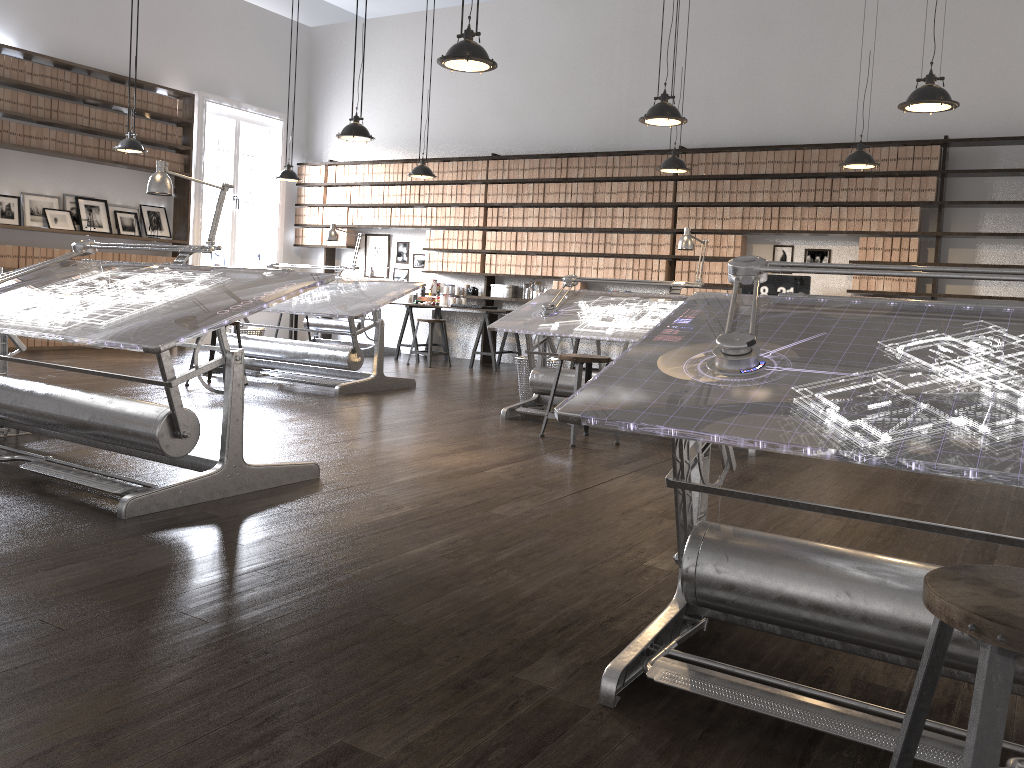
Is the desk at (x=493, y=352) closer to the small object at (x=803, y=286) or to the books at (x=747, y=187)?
the small object at (x=803, y=286)

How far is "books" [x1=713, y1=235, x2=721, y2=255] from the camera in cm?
889

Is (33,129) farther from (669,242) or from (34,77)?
(669,242)

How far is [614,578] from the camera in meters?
2.8 m

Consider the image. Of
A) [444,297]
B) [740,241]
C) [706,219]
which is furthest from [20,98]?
[740,241]

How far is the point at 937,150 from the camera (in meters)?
7.80

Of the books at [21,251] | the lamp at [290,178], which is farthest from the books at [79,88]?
the lamp at [290,178]

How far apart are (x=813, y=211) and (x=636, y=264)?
1.9 meters

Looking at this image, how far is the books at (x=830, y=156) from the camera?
8.27m

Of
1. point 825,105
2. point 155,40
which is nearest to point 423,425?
point 825,105
